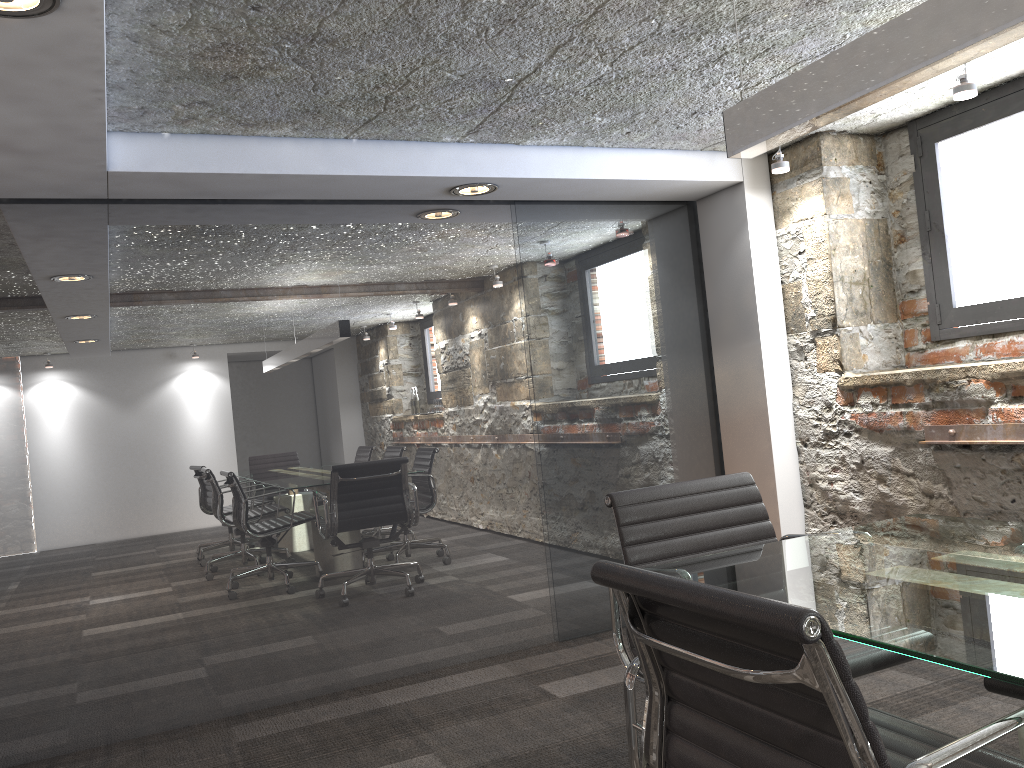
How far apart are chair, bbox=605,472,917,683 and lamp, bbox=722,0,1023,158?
0.88m

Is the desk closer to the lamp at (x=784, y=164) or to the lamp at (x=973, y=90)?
the lamp at (x=973, y=90)

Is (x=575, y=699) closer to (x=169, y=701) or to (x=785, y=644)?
(x=169, y=701)

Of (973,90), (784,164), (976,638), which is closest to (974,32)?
(976,638)

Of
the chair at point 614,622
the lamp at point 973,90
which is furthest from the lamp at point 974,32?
the lamp at point 973,90

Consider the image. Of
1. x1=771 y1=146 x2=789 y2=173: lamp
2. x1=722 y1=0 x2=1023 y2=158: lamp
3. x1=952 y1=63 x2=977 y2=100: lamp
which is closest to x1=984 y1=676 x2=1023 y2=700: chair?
x1=722 y1=0 x2=1023 y2=158: lamp

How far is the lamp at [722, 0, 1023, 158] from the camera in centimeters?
151cm

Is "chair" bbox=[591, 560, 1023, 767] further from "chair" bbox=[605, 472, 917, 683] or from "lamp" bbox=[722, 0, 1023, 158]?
"lamp" bbox=[722, 0, 1023, 158]

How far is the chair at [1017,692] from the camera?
1.7 meters

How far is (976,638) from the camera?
1.2 meters
